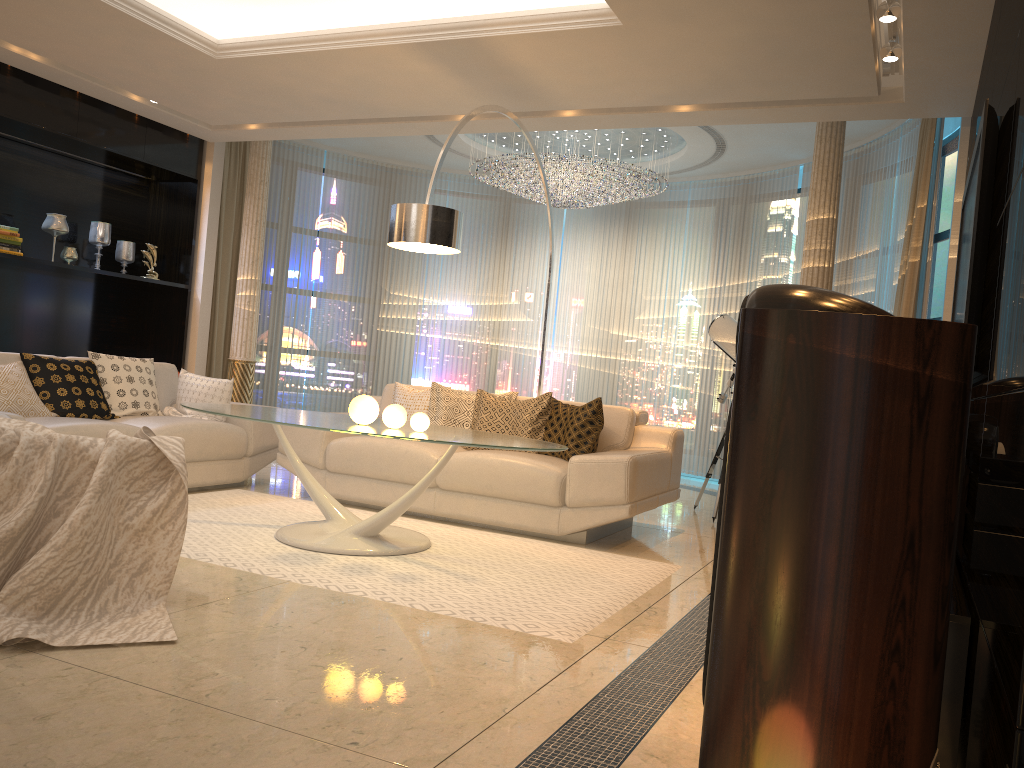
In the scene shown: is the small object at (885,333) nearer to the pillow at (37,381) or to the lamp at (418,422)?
the lamp at (418,422)

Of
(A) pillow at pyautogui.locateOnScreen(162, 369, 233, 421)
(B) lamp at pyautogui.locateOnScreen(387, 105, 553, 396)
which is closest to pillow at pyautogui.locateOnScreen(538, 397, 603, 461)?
(B) lamp at pyautogui.locateOnScreen(387, 105, 553, 396)

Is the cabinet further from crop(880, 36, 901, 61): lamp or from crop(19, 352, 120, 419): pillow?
crop(19, 352, 120, 419): pillow

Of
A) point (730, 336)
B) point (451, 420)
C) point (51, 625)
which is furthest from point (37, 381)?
point (730, 336)

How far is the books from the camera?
6.2m

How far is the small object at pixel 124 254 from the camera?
7.4 meters

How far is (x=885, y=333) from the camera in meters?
1.7

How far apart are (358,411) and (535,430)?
1.5 meters

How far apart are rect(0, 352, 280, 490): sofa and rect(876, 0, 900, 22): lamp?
4.2 meters

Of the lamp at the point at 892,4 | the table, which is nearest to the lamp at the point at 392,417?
the table
